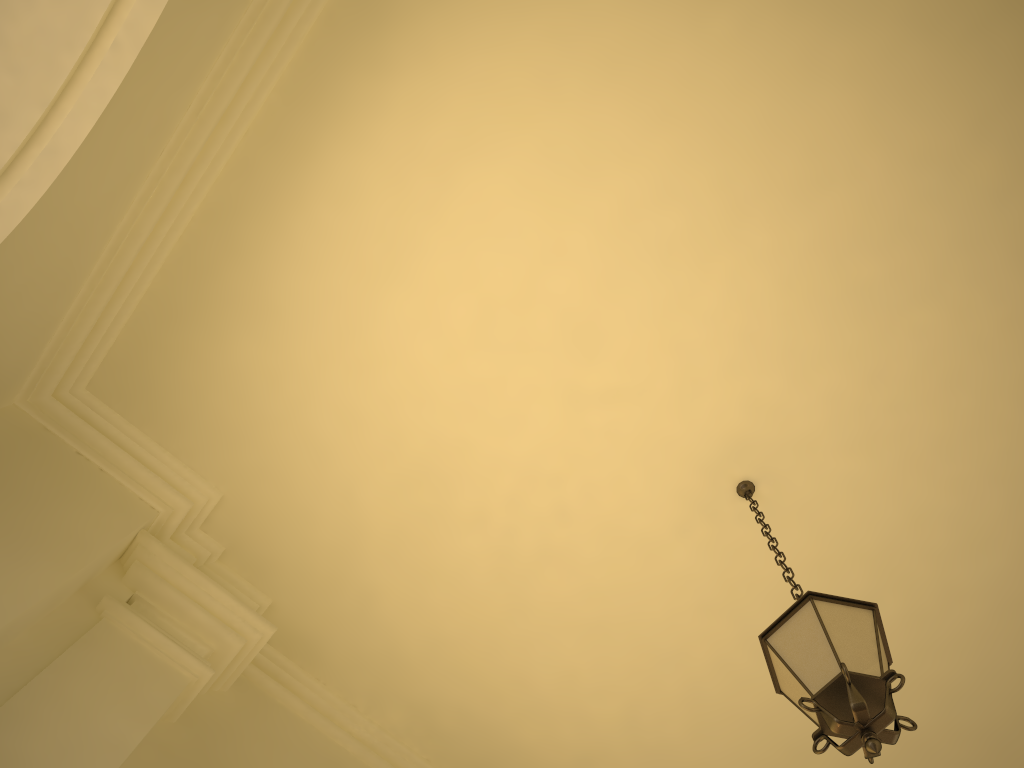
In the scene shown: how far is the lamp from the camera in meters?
2.7 m

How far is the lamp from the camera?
2.7m

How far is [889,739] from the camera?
2.68m
